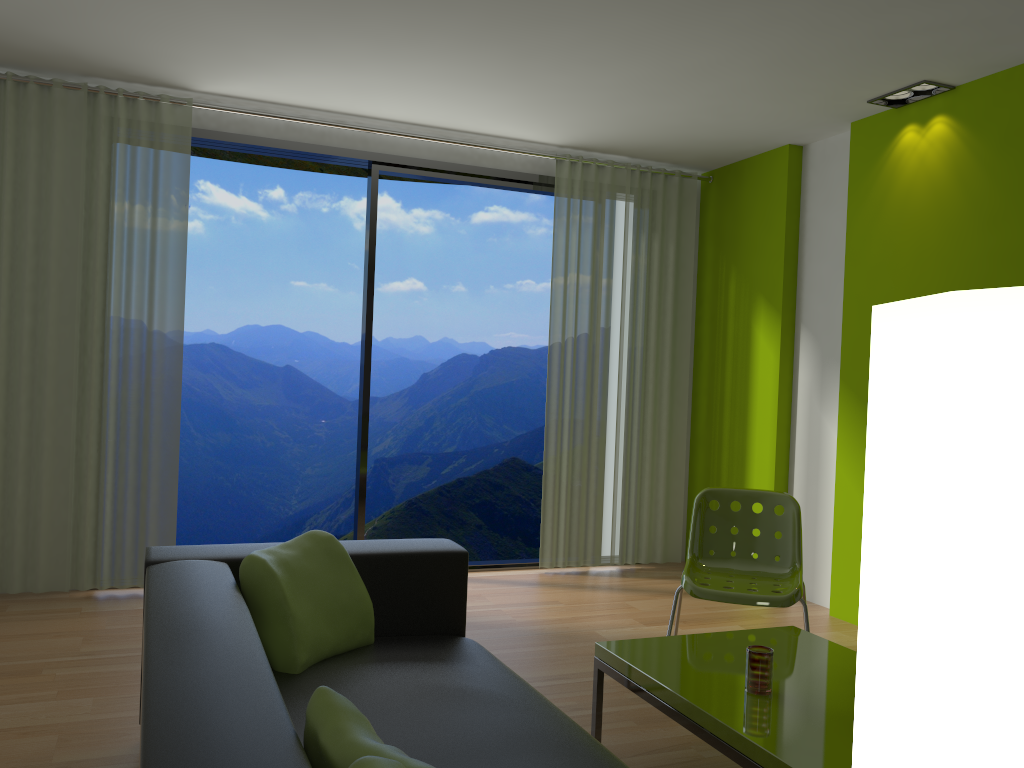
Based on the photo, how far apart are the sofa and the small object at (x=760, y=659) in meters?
0.6

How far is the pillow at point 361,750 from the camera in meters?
1.4 m

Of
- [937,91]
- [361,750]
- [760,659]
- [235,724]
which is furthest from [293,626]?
[937,91]

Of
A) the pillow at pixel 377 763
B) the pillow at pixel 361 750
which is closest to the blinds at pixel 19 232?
the pillow at pixel 361 750

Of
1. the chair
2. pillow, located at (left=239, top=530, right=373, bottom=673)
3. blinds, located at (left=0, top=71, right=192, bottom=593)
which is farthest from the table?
blinds, located at (left=0, top=71, right=192, bottom=593)

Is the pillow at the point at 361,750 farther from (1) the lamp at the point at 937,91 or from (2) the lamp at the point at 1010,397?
(1) the lamp at the point at 937,91

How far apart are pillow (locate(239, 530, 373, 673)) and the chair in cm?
137

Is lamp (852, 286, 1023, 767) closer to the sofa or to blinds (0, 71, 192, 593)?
the sofa

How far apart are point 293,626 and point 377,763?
1.33m

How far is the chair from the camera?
3.44m
